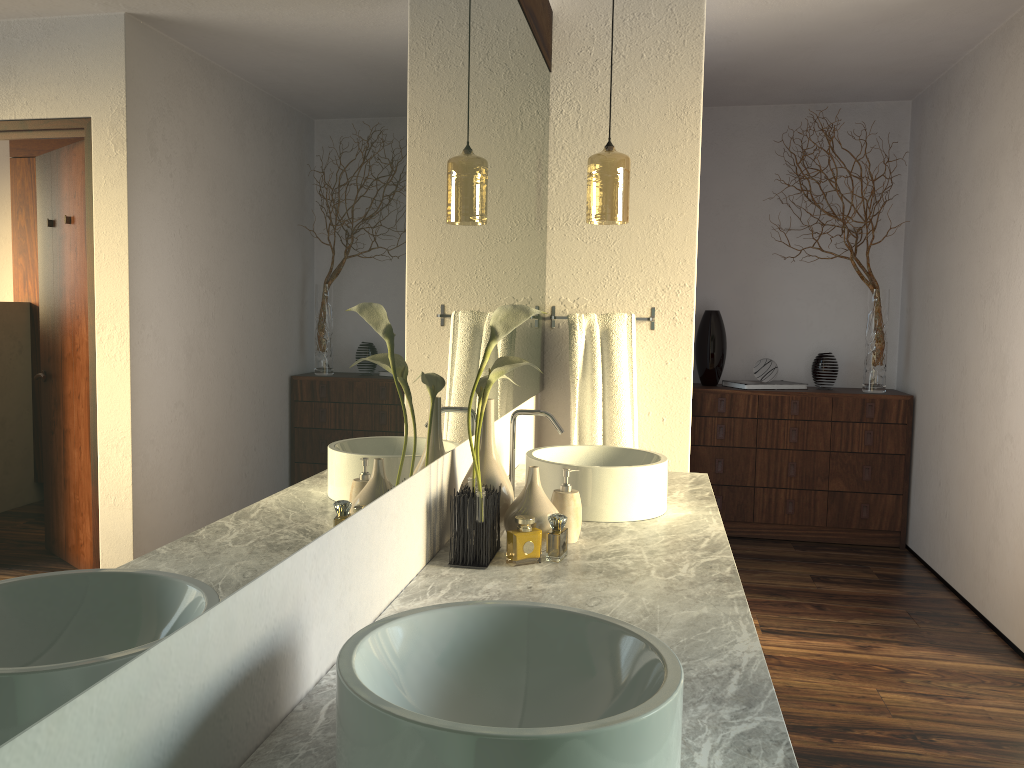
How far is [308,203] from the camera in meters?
1.0

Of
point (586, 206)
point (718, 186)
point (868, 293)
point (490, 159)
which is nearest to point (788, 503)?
point (868, 293)

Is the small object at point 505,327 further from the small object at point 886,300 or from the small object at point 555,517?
the small object at point 886,300

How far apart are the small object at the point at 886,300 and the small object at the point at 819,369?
0.2m

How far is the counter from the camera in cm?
101

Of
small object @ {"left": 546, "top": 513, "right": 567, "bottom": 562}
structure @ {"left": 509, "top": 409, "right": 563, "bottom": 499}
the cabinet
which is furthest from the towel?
the cabinet

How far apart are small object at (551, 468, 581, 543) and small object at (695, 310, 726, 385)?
3.2m

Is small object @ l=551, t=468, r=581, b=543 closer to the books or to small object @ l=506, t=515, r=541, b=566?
small object @ l=506, t=515, r=541, b=566

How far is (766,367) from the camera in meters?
4.9 m

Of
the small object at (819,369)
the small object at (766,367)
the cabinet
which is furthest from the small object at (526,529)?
the small object at (819,369)
